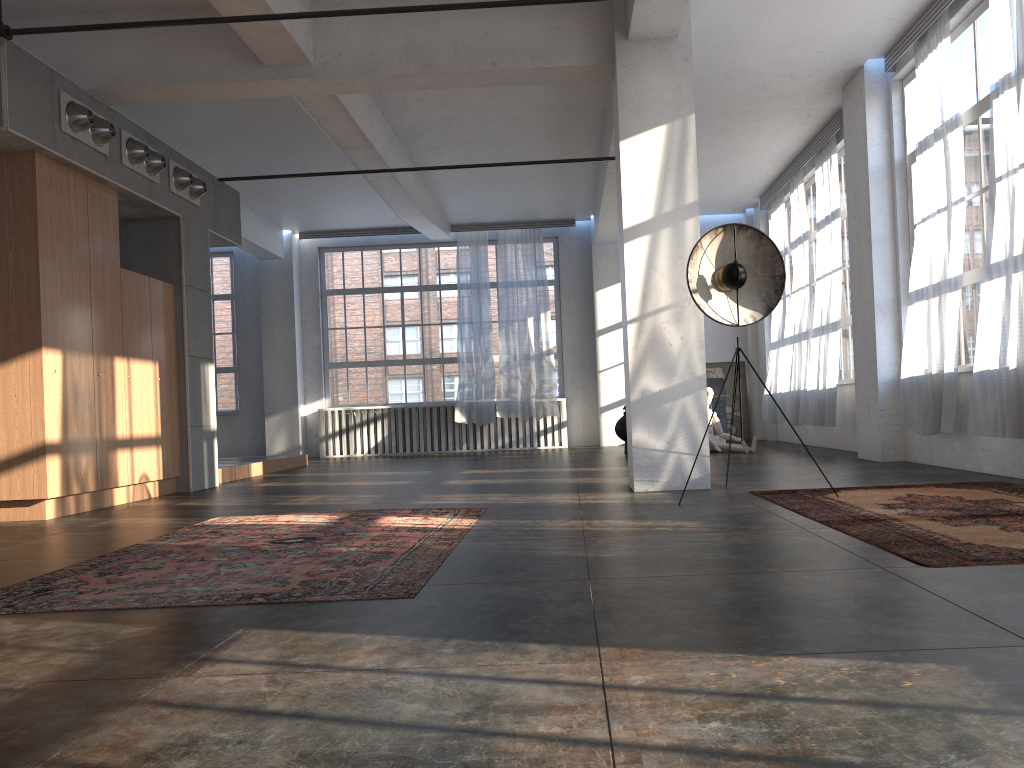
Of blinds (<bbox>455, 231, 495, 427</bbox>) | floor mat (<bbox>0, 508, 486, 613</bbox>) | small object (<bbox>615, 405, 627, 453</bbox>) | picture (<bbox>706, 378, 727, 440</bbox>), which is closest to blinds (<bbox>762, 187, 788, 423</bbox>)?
picture (<bbox>706, 378, 727, 440</bbox>)

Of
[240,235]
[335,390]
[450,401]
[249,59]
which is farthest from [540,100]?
[335,390]

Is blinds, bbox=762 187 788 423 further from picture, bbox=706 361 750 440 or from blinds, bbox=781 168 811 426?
picture, bbox=706 361 750 440

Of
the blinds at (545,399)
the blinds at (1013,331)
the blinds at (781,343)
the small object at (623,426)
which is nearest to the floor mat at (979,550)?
the blinds at (1013,331)

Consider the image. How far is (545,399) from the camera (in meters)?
14.89

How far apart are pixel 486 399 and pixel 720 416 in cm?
404

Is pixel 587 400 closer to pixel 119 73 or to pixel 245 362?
pixel 245 362

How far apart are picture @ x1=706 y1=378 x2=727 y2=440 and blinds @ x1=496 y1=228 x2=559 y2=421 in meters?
2.8 m

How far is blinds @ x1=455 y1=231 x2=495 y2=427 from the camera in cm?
1508

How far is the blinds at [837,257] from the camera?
10.53m
